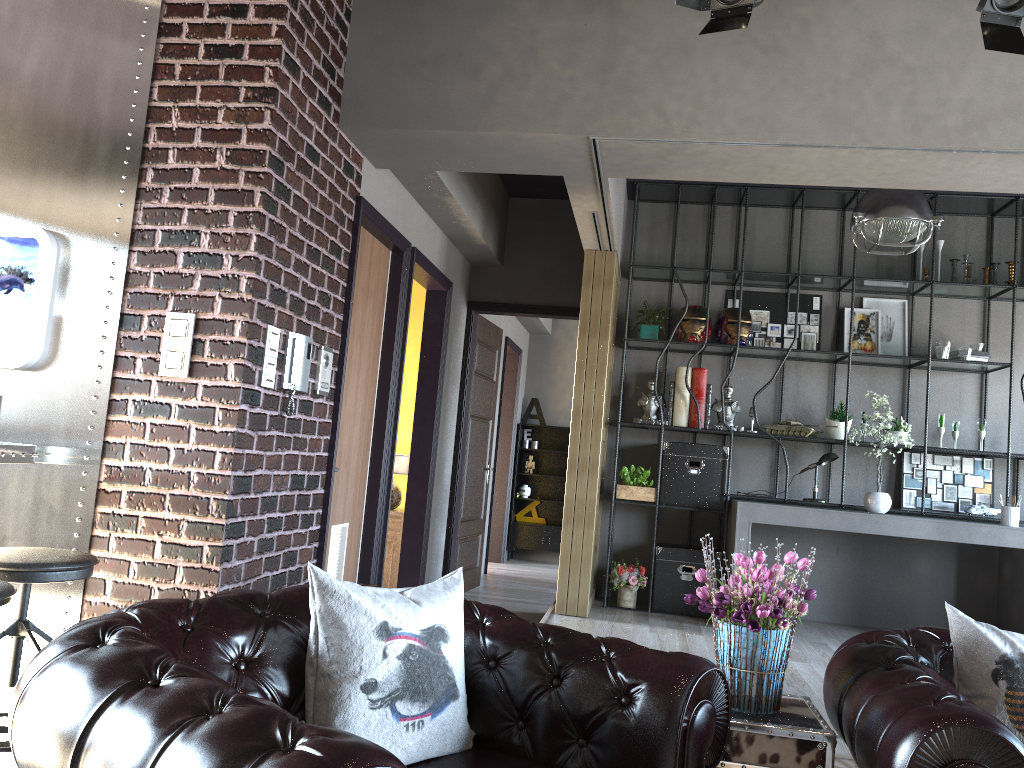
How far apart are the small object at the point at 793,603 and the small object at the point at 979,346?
4.88m

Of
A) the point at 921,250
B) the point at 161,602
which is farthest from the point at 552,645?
the point at 921,250

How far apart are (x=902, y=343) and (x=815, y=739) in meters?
5.2

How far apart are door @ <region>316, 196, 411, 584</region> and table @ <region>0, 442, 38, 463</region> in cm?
140

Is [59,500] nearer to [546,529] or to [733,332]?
[733,332]

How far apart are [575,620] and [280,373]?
3.0m

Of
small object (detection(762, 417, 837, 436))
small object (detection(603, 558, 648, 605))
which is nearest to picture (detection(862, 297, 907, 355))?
small object (detection(762, 417, 837, 436))

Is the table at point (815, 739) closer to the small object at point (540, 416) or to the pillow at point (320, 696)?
the pillow at point (320, 696)

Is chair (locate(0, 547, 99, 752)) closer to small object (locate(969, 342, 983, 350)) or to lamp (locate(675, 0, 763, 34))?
lamp (locate(675, 0, 763, 34))

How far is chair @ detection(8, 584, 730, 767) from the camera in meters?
1.5 m
